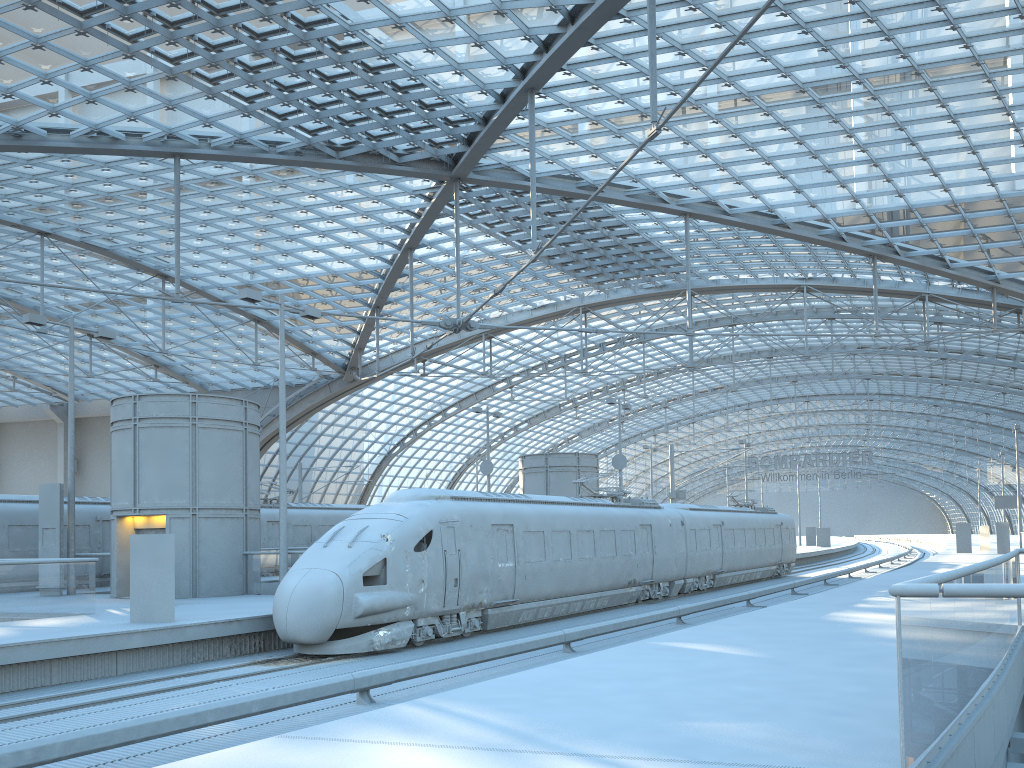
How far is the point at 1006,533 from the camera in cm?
4809

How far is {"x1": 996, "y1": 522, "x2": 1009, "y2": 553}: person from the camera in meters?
48.1 m

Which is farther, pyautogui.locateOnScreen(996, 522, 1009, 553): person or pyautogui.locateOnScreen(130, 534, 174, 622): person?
pyautogui.locateOnScreen(996, 522, 1009, 553): person

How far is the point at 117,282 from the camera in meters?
49.3 m

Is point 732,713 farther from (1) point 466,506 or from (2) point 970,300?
(2) point 970,300

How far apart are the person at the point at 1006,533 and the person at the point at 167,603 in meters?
46.3 m

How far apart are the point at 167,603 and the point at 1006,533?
46.4m

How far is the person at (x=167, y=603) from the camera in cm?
1623

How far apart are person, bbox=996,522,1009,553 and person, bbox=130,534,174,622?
46.3 meters
